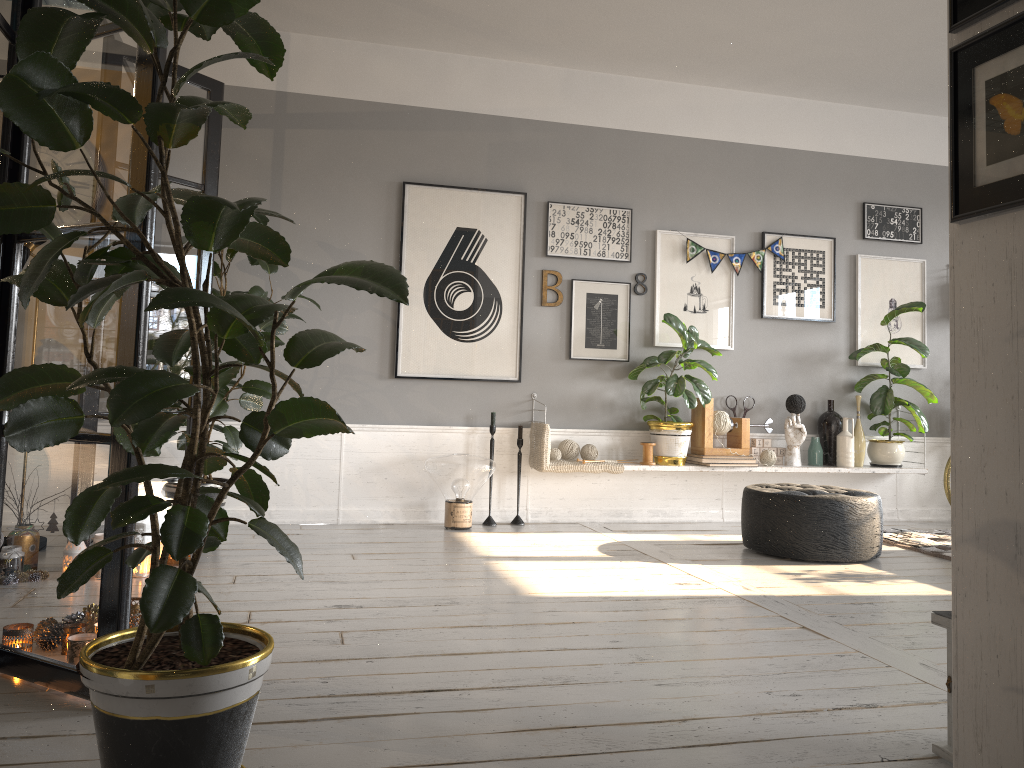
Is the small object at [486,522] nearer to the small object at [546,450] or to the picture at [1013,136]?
the small object at [546,450]

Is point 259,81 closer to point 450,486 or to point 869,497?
point 450,486

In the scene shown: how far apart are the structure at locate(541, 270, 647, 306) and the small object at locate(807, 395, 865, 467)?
2.0m

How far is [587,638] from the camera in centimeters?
303cm

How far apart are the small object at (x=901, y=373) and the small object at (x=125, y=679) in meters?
3.8 m

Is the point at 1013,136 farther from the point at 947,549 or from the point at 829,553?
the point at 947,549

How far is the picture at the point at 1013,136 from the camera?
1.62m

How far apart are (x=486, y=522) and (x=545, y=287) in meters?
1.6 m

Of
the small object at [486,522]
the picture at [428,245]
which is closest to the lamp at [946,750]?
the small object at [486,522]

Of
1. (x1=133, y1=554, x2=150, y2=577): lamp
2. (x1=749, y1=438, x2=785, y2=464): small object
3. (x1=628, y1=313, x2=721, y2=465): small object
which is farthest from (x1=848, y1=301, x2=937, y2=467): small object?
(x1=133, y1=554, x2=150, y2=577): lamp
